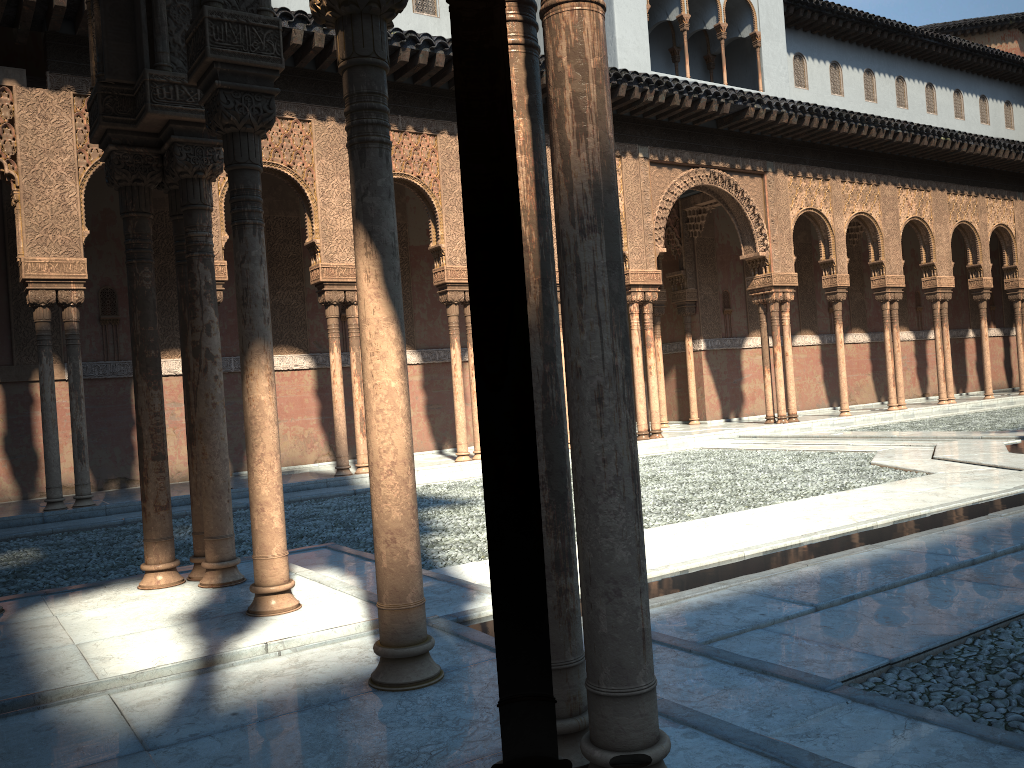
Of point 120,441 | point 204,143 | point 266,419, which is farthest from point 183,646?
point 120,441

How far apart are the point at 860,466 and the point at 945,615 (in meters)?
7.66
